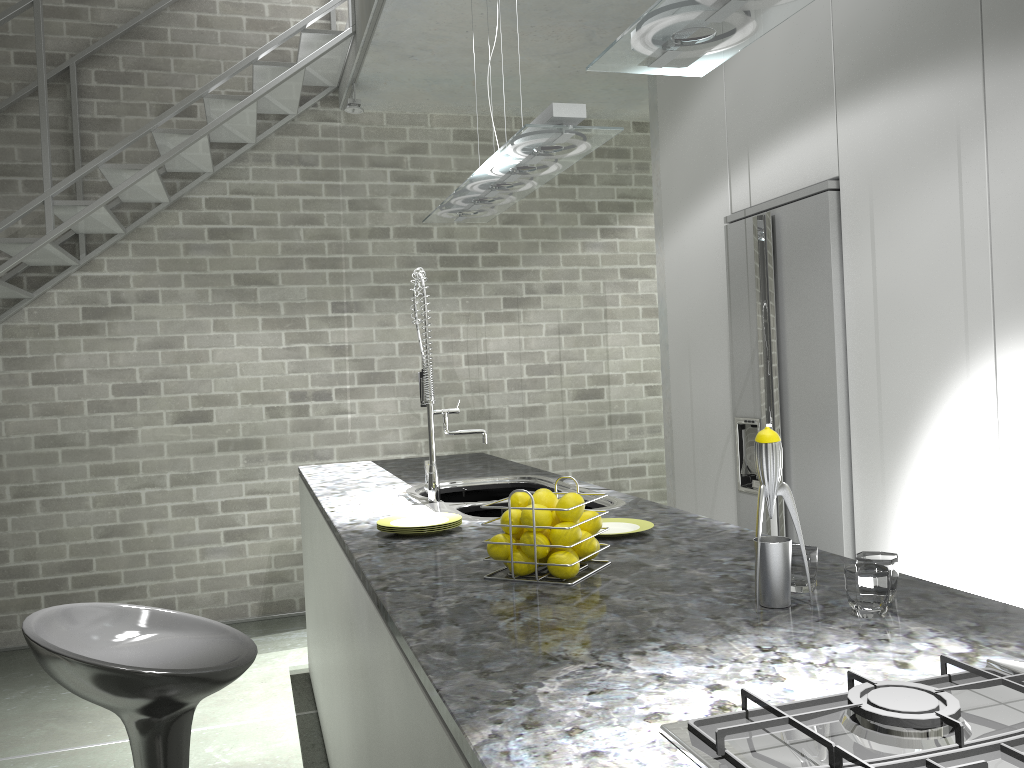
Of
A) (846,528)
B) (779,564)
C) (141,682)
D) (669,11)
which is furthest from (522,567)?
(846,528)

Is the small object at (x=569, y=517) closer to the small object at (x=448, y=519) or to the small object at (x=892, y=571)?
the small object at (x=892, y=571)

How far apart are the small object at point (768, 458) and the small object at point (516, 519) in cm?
49

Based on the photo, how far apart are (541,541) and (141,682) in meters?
0.8 m

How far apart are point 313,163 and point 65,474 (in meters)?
2.25

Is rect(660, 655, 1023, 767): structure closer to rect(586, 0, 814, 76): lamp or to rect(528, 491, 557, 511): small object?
rect(528, 491, 557, 511): small object

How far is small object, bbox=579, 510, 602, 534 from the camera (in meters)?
1.75

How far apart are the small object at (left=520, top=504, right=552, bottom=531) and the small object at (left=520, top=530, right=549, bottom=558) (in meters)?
0.02

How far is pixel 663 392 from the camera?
4.7 meters

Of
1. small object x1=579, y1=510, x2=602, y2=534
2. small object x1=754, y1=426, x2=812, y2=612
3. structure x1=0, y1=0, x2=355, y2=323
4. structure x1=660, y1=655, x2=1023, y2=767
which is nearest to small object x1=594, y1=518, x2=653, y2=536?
small object x1=579, y1=510, x2=602, y2=534
